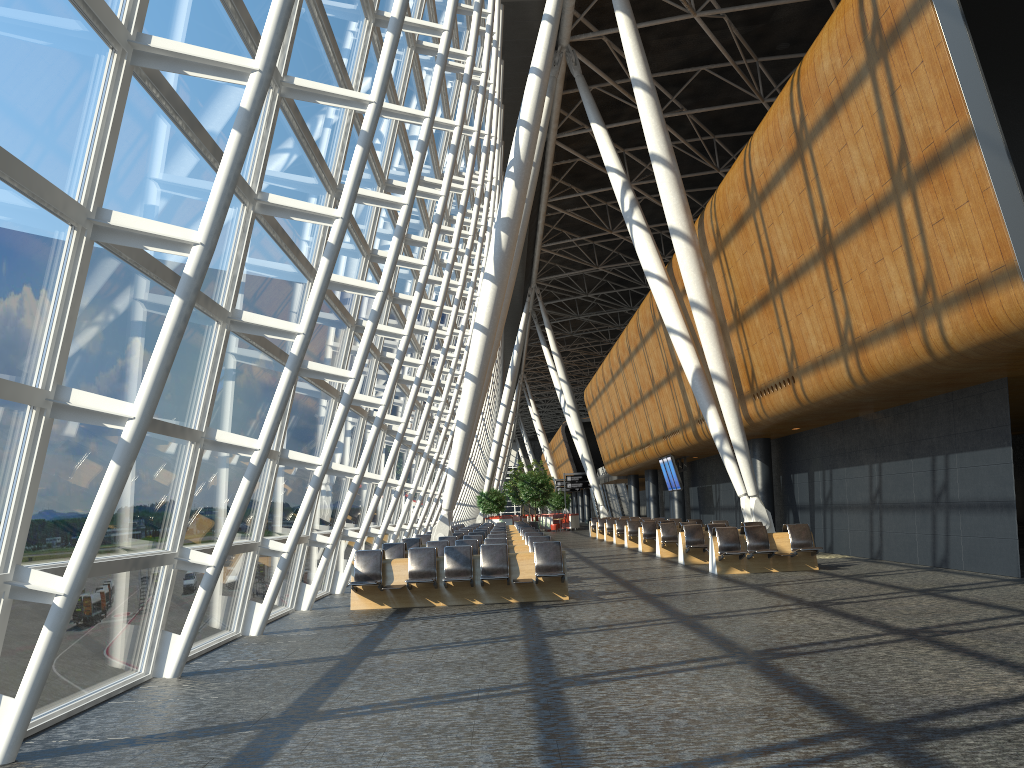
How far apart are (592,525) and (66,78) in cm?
3636

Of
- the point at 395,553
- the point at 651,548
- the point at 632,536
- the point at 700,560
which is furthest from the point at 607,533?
the point at 395,553

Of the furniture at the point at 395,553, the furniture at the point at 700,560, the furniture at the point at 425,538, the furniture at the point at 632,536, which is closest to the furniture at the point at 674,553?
the furniture at the point at 700,560

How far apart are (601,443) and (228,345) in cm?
4070

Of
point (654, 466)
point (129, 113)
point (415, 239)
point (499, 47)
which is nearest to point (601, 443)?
point (654, 466)

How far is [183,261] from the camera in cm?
712

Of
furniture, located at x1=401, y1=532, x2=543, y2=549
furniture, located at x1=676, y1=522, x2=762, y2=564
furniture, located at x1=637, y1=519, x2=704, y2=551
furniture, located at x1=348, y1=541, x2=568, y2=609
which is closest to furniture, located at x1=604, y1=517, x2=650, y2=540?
furniture, located at x1=637, y1=519, x2=704, y2=551

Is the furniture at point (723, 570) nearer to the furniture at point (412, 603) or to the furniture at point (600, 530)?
the furniture at point (412, 603)

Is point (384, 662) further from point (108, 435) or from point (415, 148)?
point (415, 148)

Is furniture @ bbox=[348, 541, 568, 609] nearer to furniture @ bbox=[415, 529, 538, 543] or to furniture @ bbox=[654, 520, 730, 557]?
furniture @ bbox=[415, 529, 538, 543]
